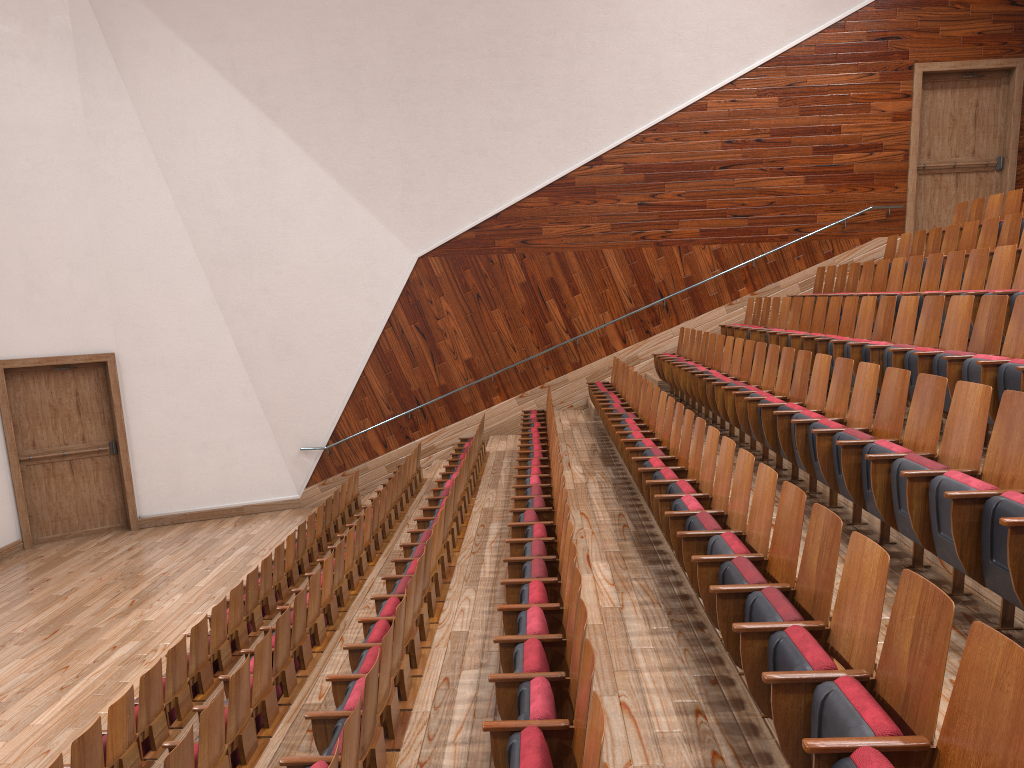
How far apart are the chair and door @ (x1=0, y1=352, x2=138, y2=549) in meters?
0.3

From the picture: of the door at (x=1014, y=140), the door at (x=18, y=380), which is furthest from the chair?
the door at (x=18, y=380)

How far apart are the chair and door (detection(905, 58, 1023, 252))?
0.1 meters

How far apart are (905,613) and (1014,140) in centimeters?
118cm

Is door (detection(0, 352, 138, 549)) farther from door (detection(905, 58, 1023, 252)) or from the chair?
door (detection(905, 58, 1023, 252))

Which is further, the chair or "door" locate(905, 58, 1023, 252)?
A: "door" locate(905, 58, 1023, 252)

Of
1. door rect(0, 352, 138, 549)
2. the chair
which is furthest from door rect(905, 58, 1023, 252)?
door rect(0, 352, 138, 549)

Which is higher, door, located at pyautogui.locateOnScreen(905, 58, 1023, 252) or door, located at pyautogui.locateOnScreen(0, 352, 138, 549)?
door, located at pyautogui.locateOnScreen(905, 58, 1023, 252)

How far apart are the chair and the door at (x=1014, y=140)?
0.14m

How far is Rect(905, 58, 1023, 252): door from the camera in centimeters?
118cm
